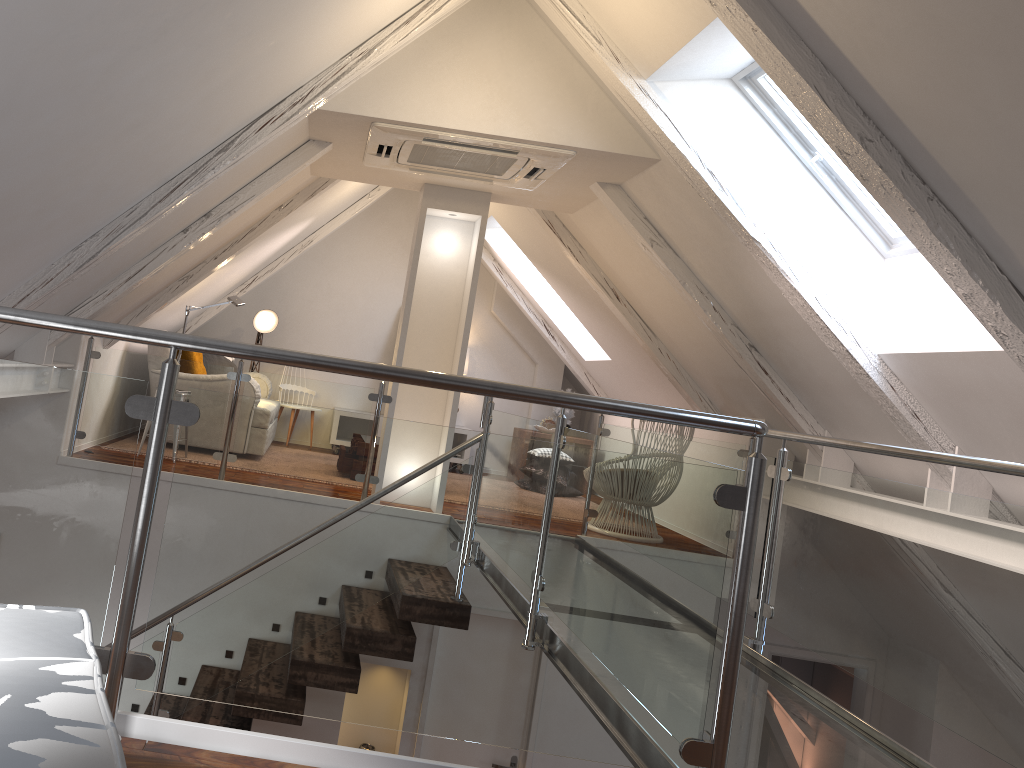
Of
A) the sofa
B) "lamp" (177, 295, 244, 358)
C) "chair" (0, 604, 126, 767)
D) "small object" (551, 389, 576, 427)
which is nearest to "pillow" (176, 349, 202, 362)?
Result: the sofa

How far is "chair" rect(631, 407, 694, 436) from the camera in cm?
528

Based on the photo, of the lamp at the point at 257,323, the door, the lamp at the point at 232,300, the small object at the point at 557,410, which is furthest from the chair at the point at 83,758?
the small object at the point at 557,410

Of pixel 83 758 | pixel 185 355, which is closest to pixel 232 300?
pixel 185 355

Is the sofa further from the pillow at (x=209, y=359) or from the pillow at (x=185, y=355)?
the pillow at (x=209, y=359)

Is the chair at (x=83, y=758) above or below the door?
above

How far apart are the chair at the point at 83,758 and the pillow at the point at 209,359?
5.54m

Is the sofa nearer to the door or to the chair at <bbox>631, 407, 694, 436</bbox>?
the door

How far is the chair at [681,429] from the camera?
5.28m

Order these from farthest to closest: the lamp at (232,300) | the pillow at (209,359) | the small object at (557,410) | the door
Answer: the small object at (557,410) → the pillow at (209,359) → the lamp at (232,300) → the door
